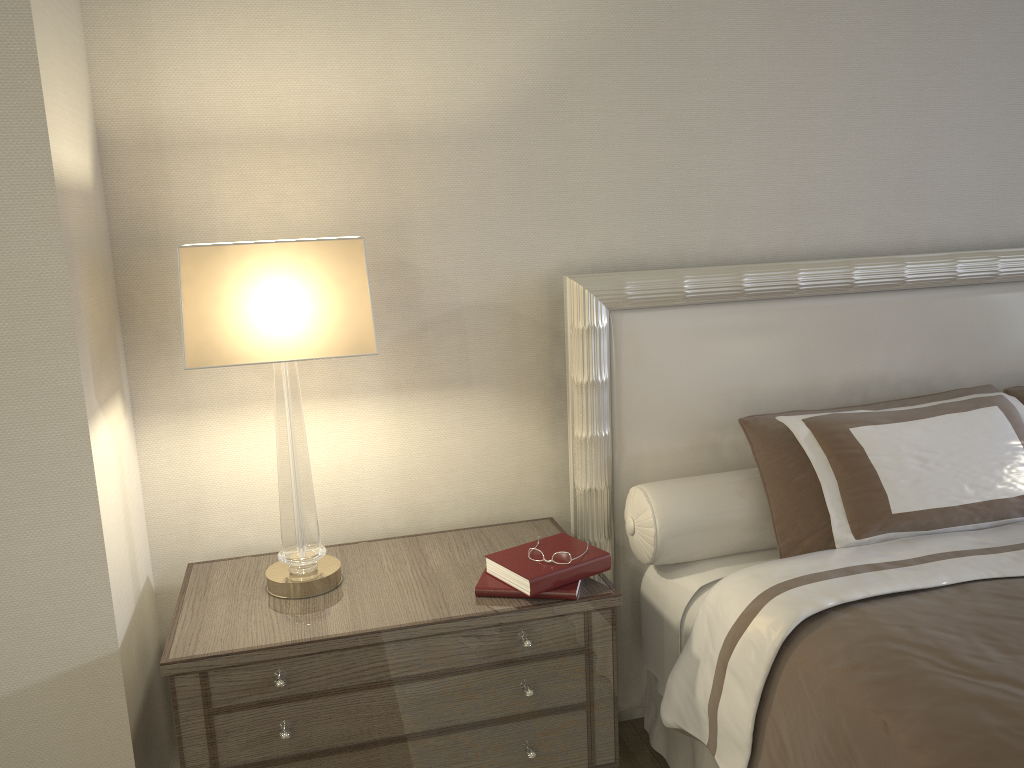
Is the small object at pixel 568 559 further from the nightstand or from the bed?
the bed

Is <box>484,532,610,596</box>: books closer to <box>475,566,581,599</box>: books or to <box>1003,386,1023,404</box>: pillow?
<box>475,566,581,599</box>: books

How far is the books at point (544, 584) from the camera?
1.9 meters

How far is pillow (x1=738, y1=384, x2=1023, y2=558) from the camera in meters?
2.1 m

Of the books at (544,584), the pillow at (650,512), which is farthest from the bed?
the books at (544,584)

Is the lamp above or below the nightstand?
above

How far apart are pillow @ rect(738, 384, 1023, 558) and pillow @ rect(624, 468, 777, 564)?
0.0 meters

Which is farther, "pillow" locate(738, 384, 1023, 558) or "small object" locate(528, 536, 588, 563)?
"pillow" locate(738, 384, 1023, 558)

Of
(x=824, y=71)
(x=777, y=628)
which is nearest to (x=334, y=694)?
(x=777, y=628)

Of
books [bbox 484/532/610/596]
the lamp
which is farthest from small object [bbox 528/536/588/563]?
the lamp
